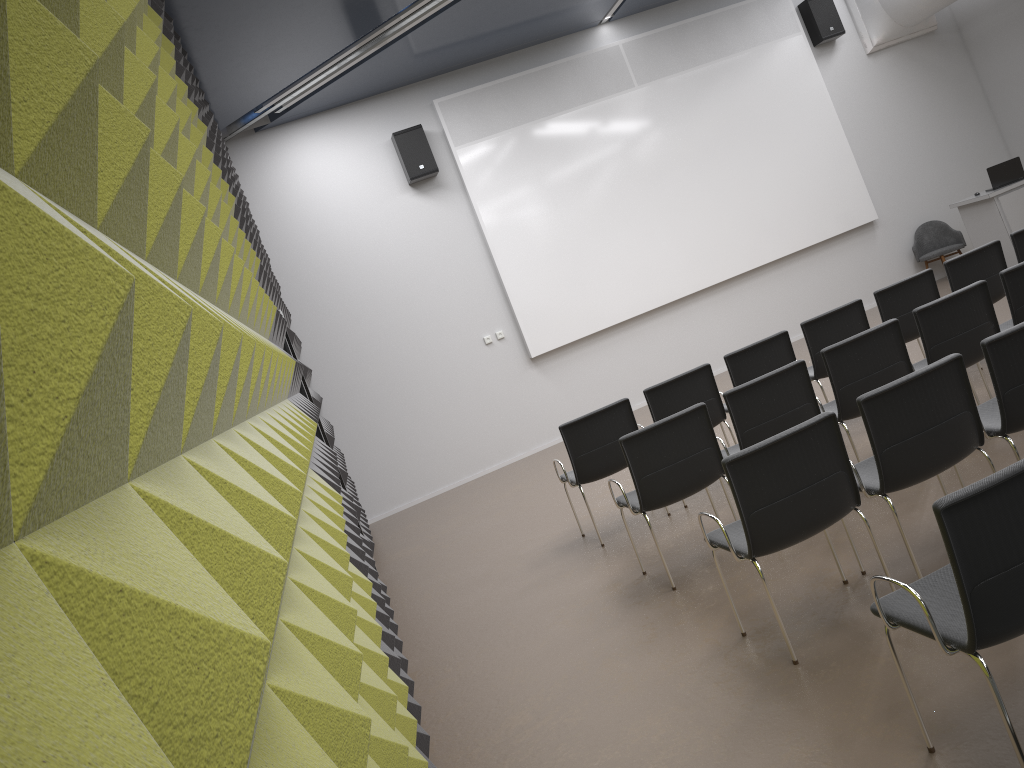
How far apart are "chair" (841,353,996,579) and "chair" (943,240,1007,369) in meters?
3.2 m

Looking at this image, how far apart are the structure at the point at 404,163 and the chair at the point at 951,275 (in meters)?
5.88

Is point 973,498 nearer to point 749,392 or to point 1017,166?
point 749,392

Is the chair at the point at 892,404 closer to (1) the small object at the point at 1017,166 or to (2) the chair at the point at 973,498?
(2) the chair at the point at 973,498

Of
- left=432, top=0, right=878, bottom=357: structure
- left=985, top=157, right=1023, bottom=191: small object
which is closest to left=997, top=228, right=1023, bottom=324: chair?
left=985, top=157, right=1023, bottom=191: small object

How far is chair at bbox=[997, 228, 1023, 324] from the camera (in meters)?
6.98

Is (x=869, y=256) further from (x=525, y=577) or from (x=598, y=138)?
(x=525, y=577)

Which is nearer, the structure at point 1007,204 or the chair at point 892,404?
the chair at point 892,404

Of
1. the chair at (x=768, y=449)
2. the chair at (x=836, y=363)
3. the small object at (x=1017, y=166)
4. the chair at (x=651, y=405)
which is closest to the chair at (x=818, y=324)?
the chair at (x=651, y=405)

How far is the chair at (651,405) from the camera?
6.3 meters
